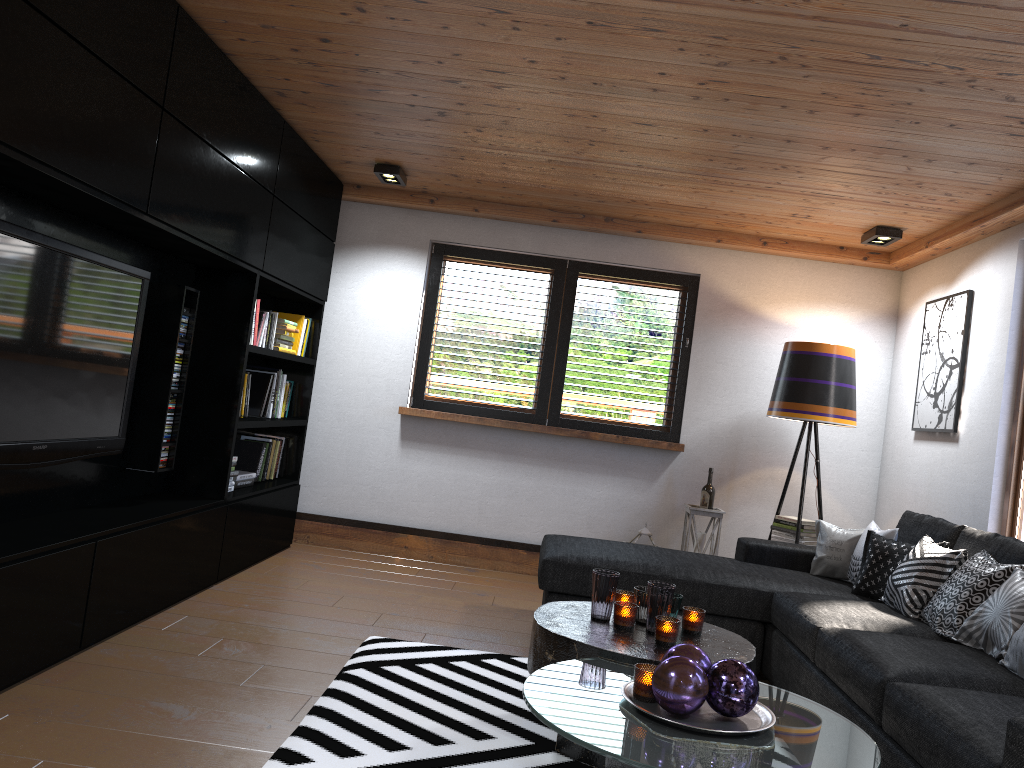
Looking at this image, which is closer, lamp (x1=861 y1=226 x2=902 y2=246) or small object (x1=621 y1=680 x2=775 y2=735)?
small object (x1=621 y1=680 x2=775 y2=735)

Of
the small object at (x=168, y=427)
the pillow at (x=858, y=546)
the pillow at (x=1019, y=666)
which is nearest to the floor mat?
the small object at (x=168, y=427)

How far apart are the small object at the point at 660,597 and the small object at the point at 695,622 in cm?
11

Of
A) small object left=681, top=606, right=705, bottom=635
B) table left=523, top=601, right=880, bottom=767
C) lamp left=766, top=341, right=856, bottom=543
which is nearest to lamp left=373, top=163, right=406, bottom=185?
lamp left=766, top=341, right=856, bottom=543

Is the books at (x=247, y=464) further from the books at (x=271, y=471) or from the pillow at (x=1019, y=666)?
the pillow at (x=1019, y=666)

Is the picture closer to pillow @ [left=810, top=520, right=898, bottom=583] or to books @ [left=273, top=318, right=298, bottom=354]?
pillow @ [left=810, top=520, right=898, bottom=583]

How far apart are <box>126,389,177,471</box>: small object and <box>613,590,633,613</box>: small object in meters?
2.2

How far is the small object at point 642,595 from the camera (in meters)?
3.04

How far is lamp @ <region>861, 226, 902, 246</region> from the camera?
5.0m

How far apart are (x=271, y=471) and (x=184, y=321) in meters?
1.7
